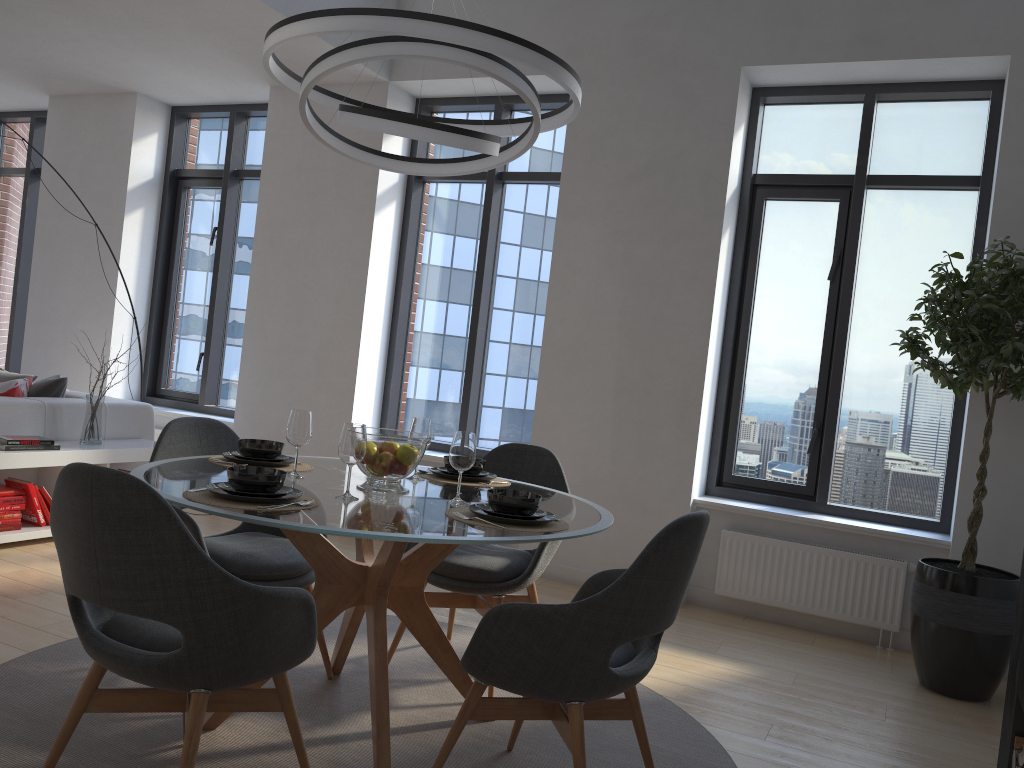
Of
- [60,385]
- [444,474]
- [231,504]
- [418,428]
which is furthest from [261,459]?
[60,385]

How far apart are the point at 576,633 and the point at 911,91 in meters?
4.0

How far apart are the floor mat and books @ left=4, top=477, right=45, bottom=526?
1.68m

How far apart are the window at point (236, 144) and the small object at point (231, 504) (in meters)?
4.52

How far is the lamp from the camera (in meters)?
2.34

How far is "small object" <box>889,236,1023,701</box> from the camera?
3.70m

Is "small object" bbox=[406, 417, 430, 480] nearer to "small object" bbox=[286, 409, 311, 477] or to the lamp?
"small object" bbox=[286, 409, 311, 477]

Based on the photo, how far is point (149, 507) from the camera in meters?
1.9 m

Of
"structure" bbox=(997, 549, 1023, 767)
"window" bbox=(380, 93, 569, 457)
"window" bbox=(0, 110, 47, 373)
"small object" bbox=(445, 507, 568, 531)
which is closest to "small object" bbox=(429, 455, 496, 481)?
"small object" bbox=(445, 507, 568, 531)

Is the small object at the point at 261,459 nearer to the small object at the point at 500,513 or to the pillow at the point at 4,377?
the small object at the point at 500,513
